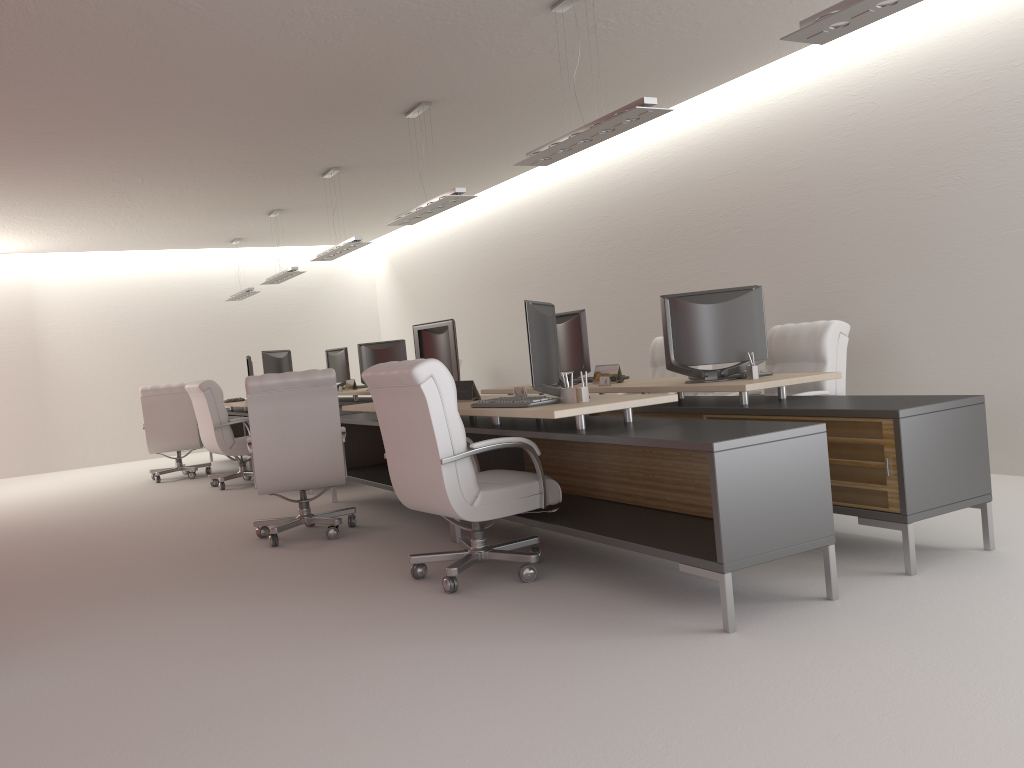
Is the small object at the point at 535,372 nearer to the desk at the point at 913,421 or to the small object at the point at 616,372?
the desk at the point at 913,421

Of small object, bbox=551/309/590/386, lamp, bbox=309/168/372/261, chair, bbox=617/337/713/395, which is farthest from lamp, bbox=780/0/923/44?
lamp, bbox=309/168/372/261

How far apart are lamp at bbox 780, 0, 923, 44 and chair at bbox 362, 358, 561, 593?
2.97m

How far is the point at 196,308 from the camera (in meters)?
20.31

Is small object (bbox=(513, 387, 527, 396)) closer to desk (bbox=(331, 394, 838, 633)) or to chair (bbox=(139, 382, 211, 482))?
desk (bbox=(331, 394, 838, 633))

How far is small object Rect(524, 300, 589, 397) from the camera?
6.4 meters

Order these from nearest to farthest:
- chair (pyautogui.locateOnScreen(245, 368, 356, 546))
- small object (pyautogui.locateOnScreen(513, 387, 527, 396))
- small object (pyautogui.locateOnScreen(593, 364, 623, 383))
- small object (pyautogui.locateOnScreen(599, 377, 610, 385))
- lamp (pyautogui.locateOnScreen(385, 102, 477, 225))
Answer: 1. small object (pyautogui.locateOnScreen(513, 387, 527, 396))
2. chair (pyautogui.locateOnScreen(245, 368, 356, 546))
3. small object (pyautogui.locateOnScreen(599, 377, 610, 385))
4. small object (pyautogui.locateOnScreen(593, 364, 623, 383))
5. lamp (pyautogui.locateOnScreen(385, 102, 477, 225))

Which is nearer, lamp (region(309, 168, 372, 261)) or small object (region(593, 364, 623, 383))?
small object (region(593, 364, 623, 383))

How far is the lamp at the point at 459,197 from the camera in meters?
Answer: 9.6

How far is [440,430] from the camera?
6.0m
